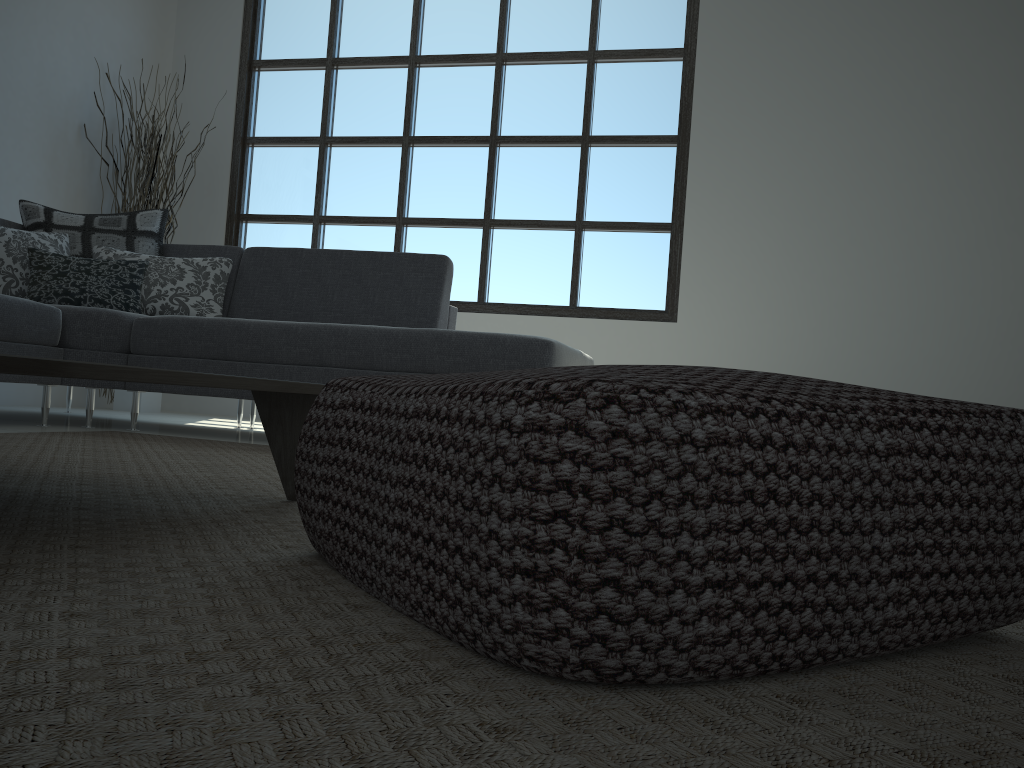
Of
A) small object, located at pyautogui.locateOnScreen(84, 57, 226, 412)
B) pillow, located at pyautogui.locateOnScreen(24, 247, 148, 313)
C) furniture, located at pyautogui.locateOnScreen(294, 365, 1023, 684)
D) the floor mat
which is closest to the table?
the floor mat

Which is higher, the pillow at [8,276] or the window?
the window

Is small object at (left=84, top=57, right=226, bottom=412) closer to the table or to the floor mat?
the floor mat

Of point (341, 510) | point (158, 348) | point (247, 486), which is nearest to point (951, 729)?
point (341, 510)

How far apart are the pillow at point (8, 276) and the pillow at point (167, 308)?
0.12m

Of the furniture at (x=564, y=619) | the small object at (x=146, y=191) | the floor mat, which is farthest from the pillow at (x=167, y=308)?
the furniture at (x=564, y=619)

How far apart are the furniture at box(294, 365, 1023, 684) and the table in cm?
20

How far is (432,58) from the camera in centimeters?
574cm

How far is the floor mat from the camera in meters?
0.5 m

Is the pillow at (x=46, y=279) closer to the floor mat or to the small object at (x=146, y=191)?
the floor mat
